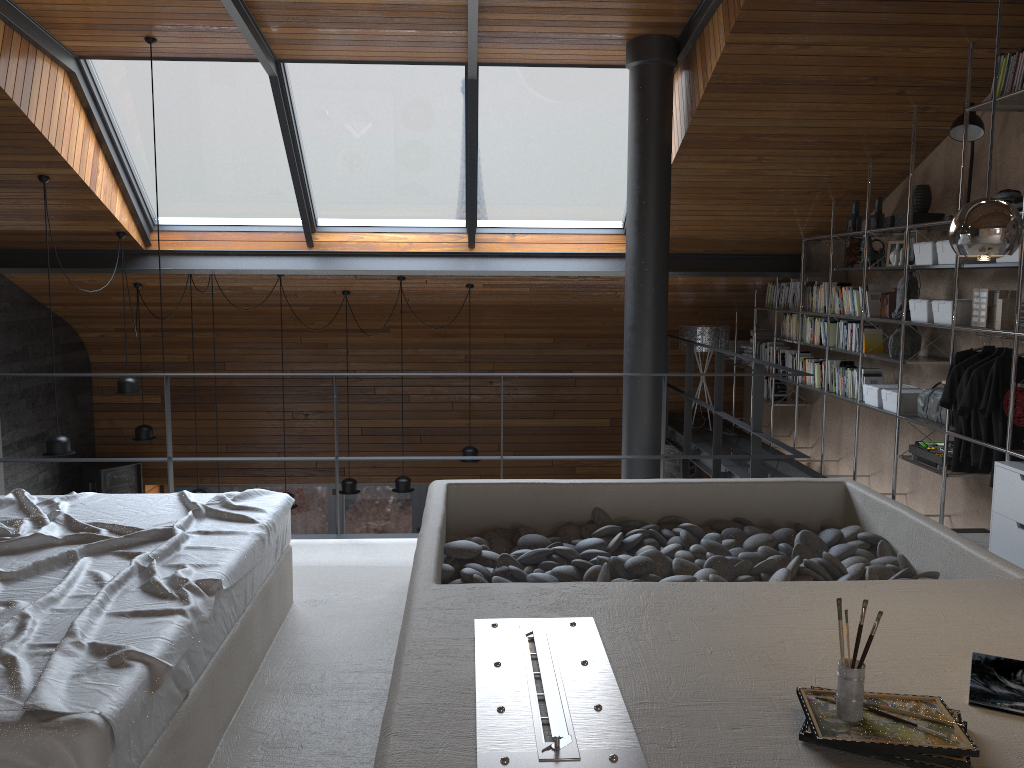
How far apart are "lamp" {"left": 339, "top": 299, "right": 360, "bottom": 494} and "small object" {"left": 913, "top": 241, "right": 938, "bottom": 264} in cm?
517

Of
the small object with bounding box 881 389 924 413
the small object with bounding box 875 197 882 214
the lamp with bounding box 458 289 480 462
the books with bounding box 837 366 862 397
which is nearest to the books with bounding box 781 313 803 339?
the books with bounding box 837 366 862 397

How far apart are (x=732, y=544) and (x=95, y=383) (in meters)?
7.96

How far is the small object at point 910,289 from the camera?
5.5 meters

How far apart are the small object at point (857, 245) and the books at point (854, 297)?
0.2m

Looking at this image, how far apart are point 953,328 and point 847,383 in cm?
154

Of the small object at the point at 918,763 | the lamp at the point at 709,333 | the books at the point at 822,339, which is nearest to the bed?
the small object at the point at 918,763

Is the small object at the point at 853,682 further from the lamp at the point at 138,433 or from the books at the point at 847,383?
the lamp at the point at 138,433

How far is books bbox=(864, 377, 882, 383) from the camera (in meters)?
6.10

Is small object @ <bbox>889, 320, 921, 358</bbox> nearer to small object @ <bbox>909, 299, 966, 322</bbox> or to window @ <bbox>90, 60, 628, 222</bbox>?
small object @ <bbox>909, 299, 966, 322</bbox>
